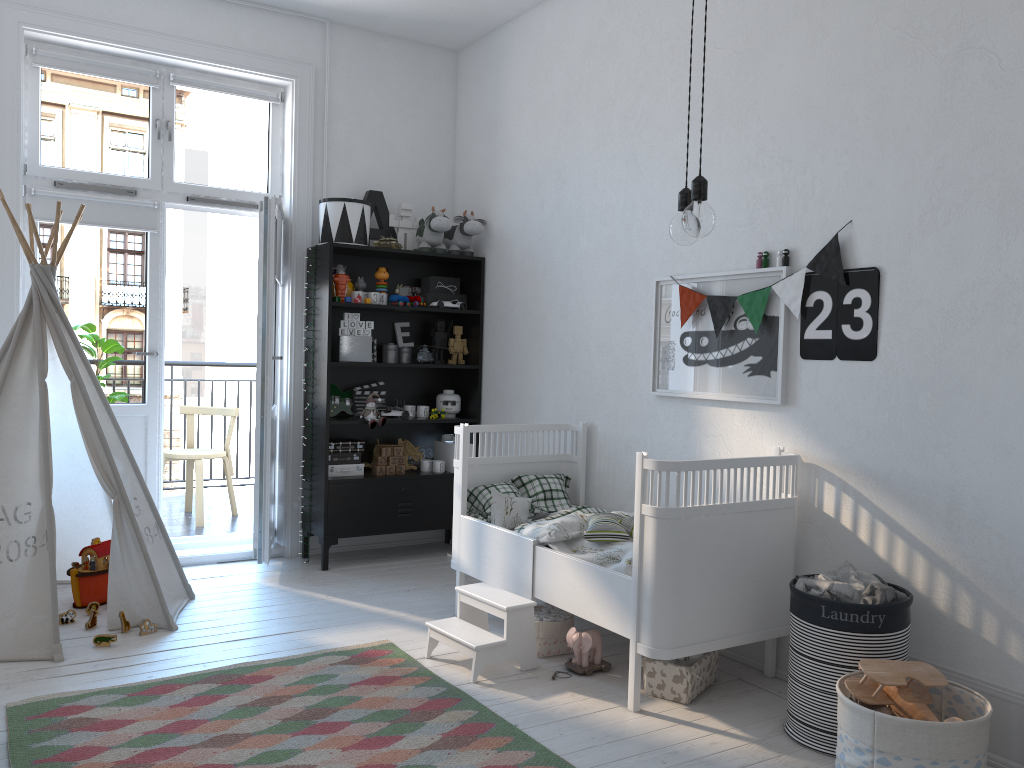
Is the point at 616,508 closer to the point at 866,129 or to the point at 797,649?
the point at 797,649

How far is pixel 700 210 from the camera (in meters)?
1.91

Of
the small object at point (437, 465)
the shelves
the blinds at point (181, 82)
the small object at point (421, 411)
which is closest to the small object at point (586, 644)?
the shelves

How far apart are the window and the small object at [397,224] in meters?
0.6 m

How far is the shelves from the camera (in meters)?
4.56

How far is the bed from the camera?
2.8 meters

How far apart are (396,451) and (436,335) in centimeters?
71cm

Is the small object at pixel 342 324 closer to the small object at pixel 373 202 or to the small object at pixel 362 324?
the small object at pixel 362 324

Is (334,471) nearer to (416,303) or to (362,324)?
(362,324)

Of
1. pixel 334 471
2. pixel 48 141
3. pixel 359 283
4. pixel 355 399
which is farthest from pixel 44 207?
pixel 334 471
